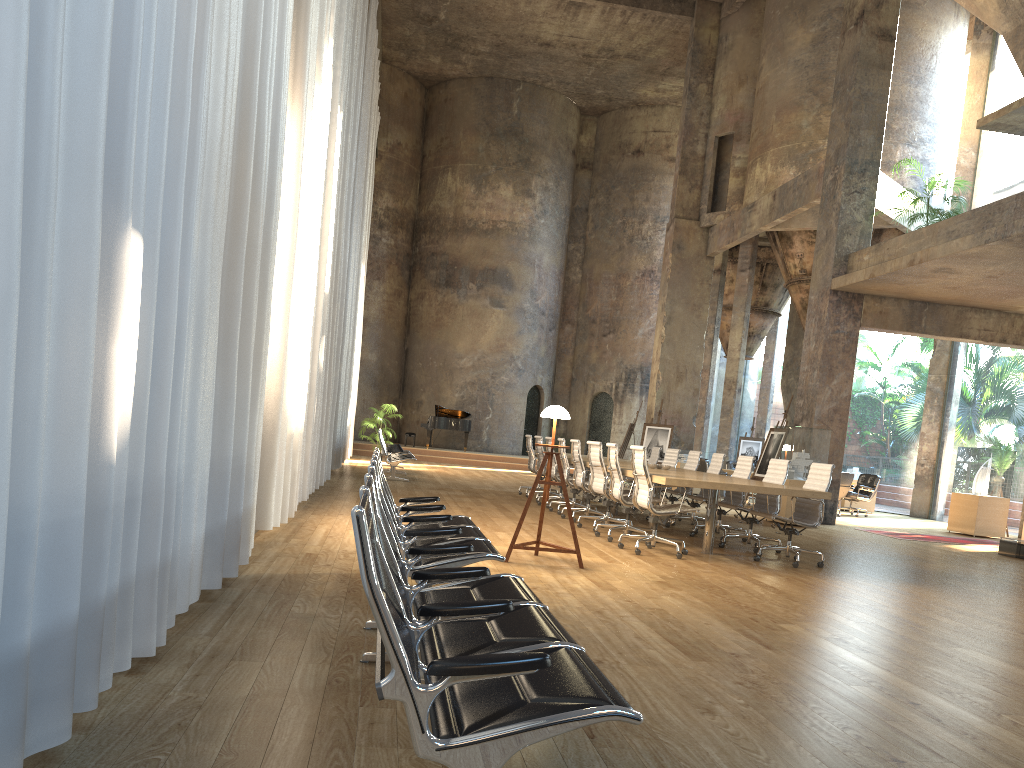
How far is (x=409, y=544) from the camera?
4.3 meters

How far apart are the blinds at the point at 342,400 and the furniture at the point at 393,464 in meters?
0.9

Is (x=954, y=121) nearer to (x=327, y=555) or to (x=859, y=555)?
(x=859, y=555)

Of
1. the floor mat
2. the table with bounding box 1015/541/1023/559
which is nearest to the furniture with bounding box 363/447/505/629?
the table with bounding box 1015/541/1023/559

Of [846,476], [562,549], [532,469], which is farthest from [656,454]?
[562,549]

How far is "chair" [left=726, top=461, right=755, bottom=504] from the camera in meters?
18.8 m

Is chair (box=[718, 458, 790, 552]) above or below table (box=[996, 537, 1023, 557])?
above

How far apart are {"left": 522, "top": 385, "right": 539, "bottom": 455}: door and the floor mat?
15.7 meters

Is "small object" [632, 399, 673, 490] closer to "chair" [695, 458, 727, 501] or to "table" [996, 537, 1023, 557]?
"chair" [695, 458, 727, 501]

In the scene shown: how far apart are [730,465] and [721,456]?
7.8m
